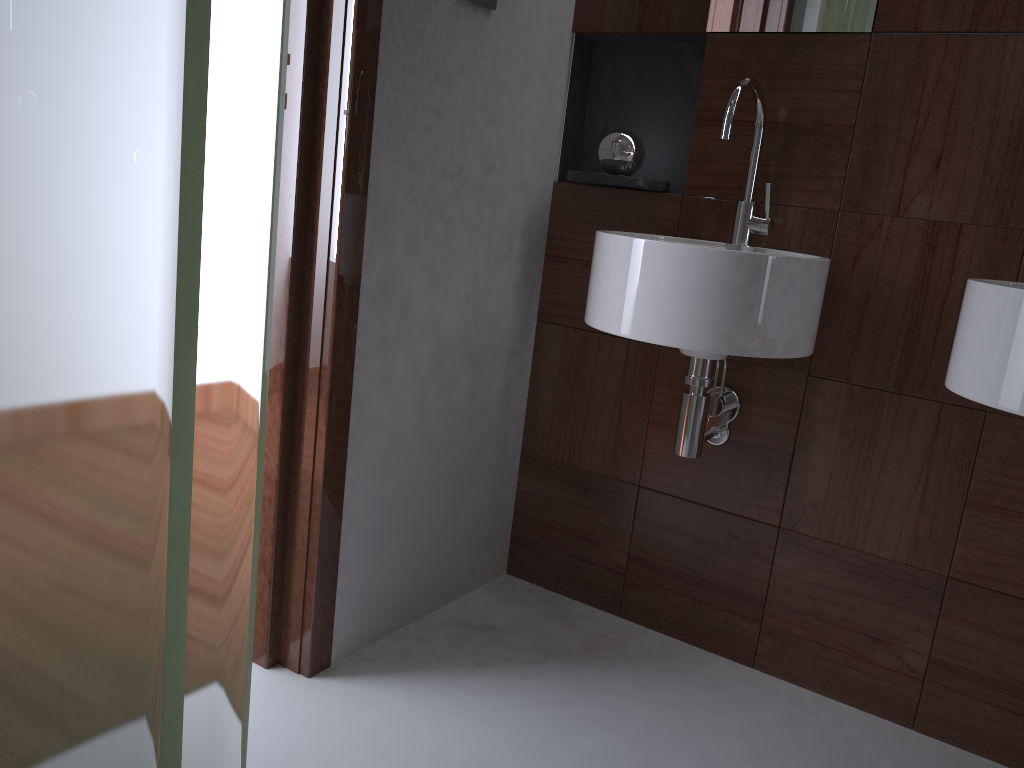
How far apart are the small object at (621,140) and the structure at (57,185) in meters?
1.5 m

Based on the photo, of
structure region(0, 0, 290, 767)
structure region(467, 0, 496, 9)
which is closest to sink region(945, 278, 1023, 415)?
structure region(467, 0, 496, 9)

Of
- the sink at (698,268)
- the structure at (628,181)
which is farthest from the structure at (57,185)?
the structure at (628,181)

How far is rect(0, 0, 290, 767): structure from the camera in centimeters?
31cm

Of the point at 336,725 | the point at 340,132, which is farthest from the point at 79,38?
the point at 336,725

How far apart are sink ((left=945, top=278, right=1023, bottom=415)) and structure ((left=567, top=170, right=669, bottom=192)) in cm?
67

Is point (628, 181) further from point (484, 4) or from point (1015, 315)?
point (1015, 315)

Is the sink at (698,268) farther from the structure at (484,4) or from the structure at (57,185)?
the structure at (57,185)

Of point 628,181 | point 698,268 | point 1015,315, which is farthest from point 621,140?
point 1015,315

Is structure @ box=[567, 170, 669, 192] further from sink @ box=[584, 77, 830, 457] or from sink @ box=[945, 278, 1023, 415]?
sink @ box=[945, 278, 1023, 415]
